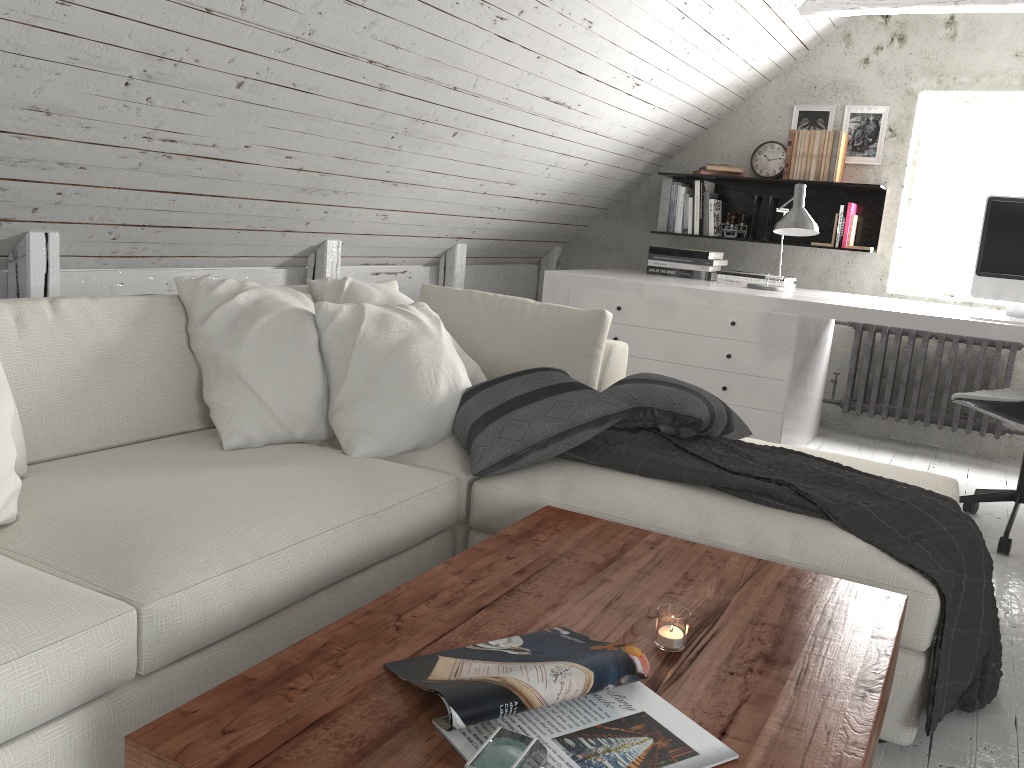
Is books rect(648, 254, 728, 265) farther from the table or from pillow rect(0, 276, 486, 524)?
the table

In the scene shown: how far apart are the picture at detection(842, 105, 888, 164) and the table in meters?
3.5 m

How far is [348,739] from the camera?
1.0 meters

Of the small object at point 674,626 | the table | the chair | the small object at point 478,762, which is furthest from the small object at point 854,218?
the small object at point 478,762

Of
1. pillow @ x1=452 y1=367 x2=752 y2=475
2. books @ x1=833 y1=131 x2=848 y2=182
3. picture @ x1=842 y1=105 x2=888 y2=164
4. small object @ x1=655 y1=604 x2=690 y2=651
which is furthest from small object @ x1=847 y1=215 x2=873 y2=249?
small object @ x1=655 y1=604 x2=690 y2=651

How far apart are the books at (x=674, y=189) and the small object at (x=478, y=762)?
4.1 meters

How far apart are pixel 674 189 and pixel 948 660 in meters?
3.4 m

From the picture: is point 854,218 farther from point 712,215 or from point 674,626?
point 674,626

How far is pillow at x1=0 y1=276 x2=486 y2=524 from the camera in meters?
2.2 m

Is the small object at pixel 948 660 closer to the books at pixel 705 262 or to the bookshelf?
the books at pixel 705 262
